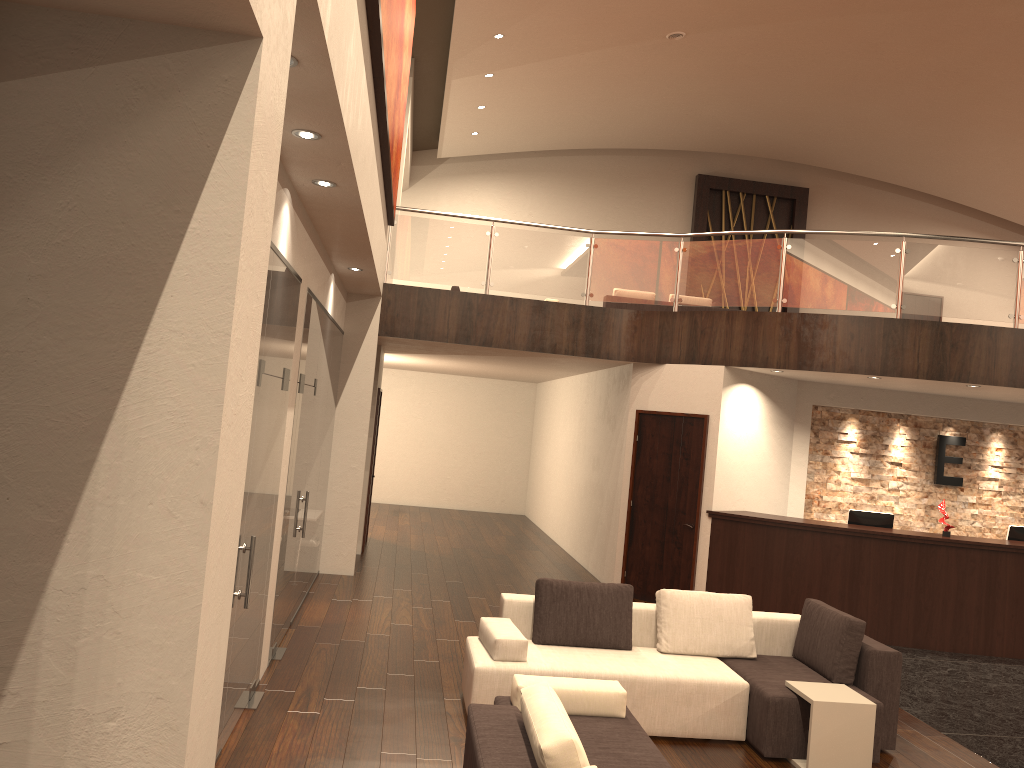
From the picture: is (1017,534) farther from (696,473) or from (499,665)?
(499,665)

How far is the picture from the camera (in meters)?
5.07

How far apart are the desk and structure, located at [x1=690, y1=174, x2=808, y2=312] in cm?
1053

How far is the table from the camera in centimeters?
530cm

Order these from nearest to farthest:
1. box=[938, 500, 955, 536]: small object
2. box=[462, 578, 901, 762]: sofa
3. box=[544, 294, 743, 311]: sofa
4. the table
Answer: the table, box=[462, 578, 901, 762]: sofa, box=[938, 500, 955, 536]: small object, box=[544, 294, 743, 311]: sofa

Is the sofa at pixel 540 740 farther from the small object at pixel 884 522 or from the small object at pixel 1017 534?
the small object at pixel 1017 534

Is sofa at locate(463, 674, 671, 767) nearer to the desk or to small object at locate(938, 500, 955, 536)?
the desk

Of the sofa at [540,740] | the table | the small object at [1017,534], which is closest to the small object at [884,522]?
the small object at [1017,534]

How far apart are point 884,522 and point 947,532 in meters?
0.7

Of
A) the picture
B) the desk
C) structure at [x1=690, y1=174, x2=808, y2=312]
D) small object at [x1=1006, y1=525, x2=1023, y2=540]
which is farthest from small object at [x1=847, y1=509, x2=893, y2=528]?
structure at [x1=690, y1=174, x2=808, y2=312]
